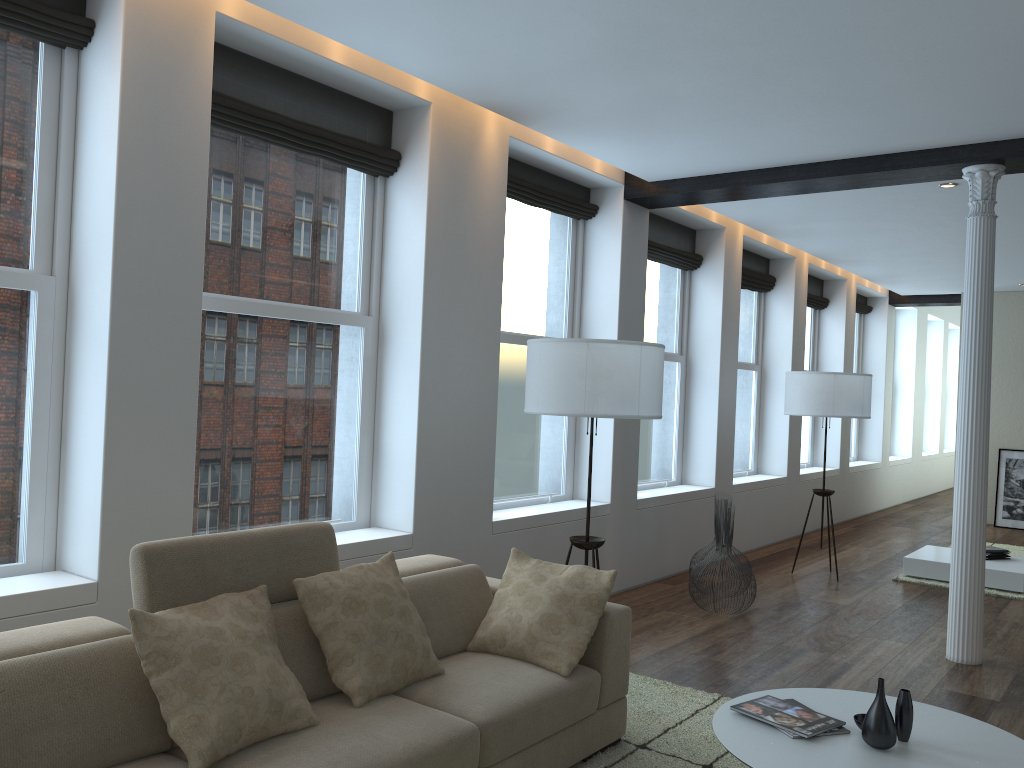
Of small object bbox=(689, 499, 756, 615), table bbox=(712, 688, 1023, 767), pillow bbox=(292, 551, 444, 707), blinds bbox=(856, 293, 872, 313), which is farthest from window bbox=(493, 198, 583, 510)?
blinds bbox=(856, 293, 872, 313)

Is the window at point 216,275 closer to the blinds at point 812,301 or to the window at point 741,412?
the window at point 741,412

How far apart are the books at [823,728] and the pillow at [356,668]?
1.1 meters

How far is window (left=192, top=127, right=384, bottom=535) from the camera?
4.2m

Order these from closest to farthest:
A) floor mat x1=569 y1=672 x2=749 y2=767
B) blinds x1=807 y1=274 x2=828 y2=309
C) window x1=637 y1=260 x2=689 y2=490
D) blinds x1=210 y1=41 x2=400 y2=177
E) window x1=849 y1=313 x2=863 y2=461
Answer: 1. floor mat x1=569 y1=672 x2=749 y2=767
2. blinds x1=210 y1=41 x2=400 y2=177
3. window x1=637 y1=260 x2=689 y2=490
4. blinds x1=807 y1=274 x2=828 y2=309
5. window x1=849 y1=313 x2=863 y2=461

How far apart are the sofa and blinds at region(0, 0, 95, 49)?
2.1 meters

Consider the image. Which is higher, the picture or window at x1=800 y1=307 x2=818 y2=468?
window at x1=800 y1=307 x2=818 y2=468

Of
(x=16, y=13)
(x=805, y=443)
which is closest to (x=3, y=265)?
(x=16, y=13)

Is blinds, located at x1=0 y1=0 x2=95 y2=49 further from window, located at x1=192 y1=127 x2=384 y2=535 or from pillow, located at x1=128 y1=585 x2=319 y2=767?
pillow, located at x1=128 y1=585 x2=319 y2=767

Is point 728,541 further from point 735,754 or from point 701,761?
point 735,754
